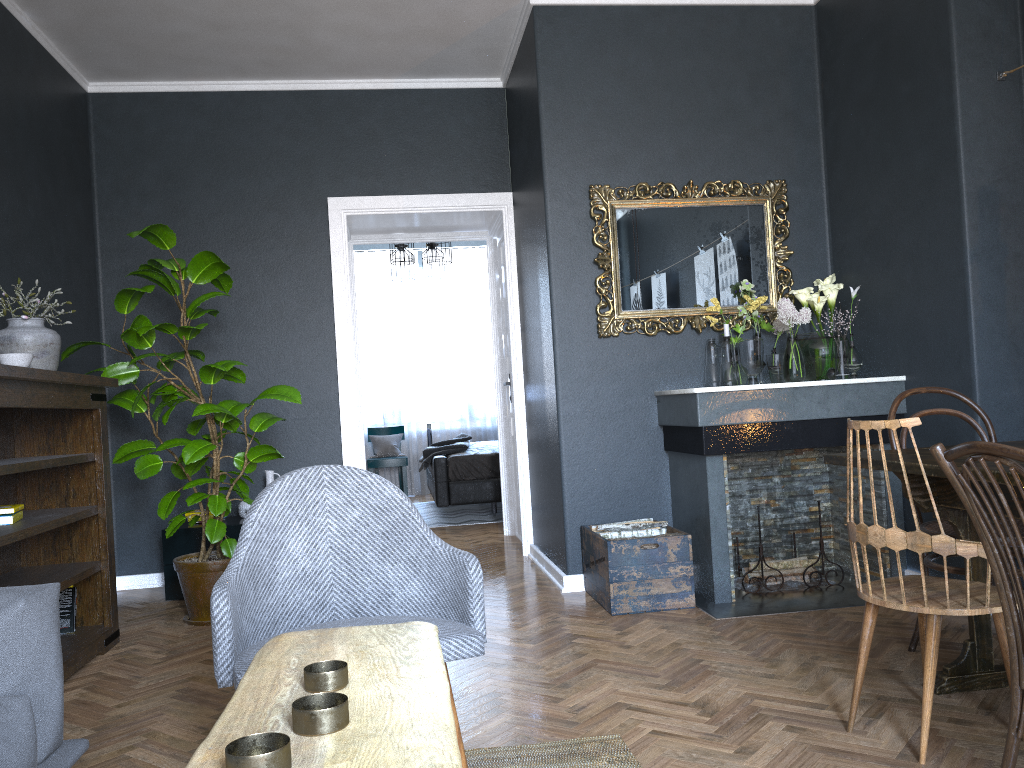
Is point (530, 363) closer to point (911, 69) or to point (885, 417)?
point (885, 417)

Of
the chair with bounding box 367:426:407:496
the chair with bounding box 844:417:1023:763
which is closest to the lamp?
the chair with bounding box 367:426:407:496

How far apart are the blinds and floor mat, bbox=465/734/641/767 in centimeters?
759cm

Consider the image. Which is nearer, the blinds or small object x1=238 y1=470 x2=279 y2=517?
small object x1=238 y1=470 x2=279 y2=517

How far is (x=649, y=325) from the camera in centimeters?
448cm

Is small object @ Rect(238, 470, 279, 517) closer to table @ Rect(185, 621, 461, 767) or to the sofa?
the sofa

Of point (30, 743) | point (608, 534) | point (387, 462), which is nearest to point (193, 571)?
point (608, 534)

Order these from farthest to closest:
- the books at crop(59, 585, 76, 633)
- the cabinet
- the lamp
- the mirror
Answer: the lamp < the cabinet < the mirror < the books at crop(59, 585, 76, 633)

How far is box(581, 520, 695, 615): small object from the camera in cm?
385

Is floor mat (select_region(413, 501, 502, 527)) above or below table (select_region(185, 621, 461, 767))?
below
